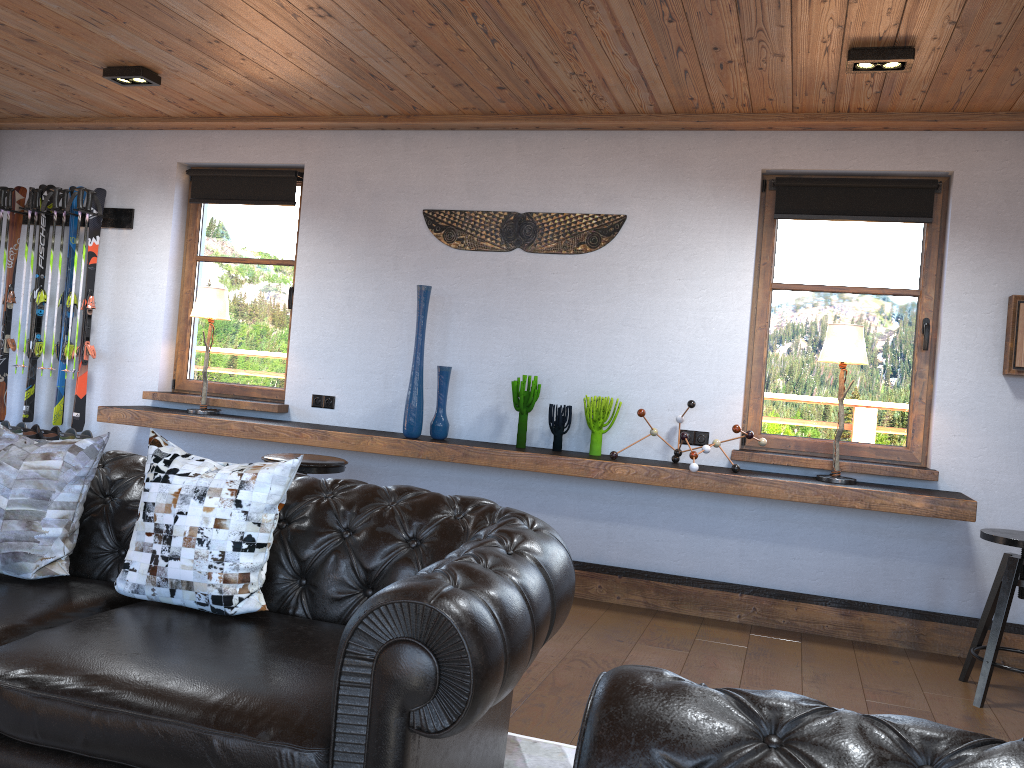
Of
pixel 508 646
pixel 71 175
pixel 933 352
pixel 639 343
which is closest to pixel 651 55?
pixel 639 343

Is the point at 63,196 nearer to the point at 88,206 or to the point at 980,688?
the point at 88,206

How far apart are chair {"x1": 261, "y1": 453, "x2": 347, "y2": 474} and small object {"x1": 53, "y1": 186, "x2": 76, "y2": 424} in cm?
247

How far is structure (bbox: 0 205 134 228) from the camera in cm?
598

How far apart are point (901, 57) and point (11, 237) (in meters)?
5.61

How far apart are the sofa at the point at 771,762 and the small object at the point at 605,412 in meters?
3.5

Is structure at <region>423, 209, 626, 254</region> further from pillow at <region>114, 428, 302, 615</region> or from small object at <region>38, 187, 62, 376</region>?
pillow at <region>114, 428, 302, 615</region>

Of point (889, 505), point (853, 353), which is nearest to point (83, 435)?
point (853, 353)

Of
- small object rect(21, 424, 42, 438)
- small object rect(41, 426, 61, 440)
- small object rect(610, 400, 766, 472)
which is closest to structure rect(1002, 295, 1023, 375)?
small object rect(610, 400, 766, 472)

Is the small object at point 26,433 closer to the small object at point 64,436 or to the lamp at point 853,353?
the small object at point 64,436
